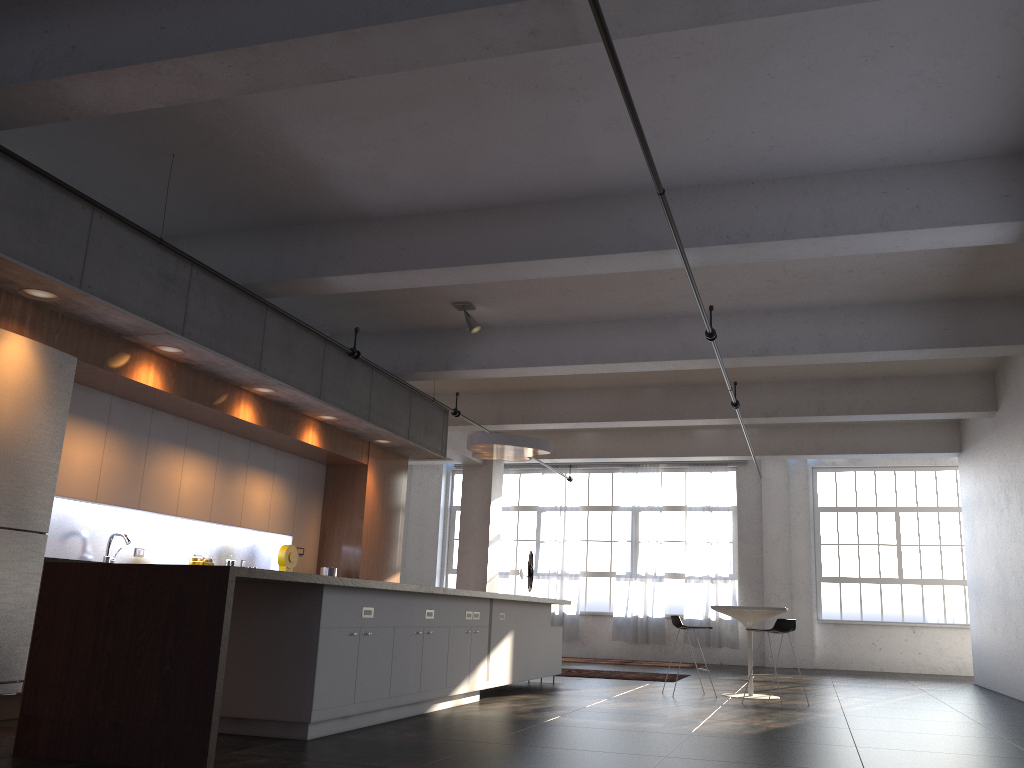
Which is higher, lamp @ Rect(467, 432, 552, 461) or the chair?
lamp @ Rect(467, 432, 552, 461)

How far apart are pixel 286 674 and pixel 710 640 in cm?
1254

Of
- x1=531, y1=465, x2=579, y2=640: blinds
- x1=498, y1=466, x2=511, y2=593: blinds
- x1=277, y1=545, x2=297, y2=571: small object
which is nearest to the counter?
x1=277, y1=545, x2=297, y2=571: small object

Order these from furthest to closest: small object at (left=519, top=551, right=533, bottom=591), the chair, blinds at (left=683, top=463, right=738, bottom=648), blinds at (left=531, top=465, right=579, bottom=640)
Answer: blinds at (left=531, top=465, right=579, bottom=640)
blinds at (left=683, top=463, right=738, bottom=648)
small object at (left=519, top=551, right=533, bottom=591)
the chair

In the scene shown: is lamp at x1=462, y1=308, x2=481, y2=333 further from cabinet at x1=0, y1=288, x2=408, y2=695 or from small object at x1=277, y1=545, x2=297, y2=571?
small object at x1=277, y1=545, x2=297, y2=571

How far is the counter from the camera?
4.29m

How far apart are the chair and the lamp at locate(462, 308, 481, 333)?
3.7m

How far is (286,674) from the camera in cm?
539

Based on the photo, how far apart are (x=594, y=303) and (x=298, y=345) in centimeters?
306cm

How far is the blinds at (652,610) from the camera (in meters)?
16.86
